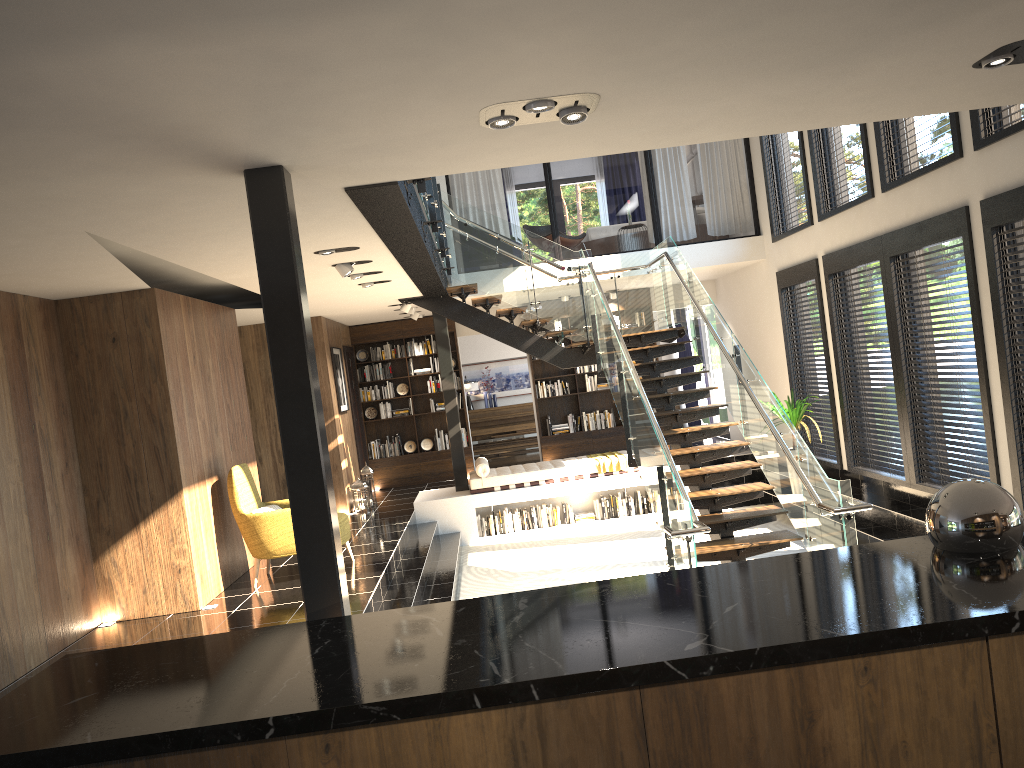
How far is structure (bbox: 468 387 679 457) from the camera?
17.6 meters

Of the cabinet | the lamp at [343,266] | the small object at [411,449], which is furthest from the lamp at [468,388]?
the cabinet

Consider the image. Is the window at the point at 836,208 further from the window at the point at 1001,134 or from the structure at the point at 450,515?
the structure at the point at 450,515

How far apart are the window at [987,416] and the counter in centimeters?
545cm

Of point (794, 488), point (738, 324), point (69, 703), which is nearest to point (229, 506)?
point (794, 488)

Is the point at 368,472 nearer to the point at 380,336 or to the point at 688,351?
the point at 380,336

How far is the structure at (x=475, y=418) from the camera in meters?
17.6

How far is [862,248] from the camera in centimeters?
901cm

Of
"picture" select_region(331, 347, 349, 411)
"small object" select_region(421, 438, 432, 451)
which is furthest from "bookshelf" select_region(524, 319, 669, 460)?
"picture" select_region(331, 347, 349, 411)

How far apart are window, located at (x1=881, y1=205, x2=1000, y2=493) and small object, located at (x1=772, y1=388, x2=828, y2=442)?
1.77m
